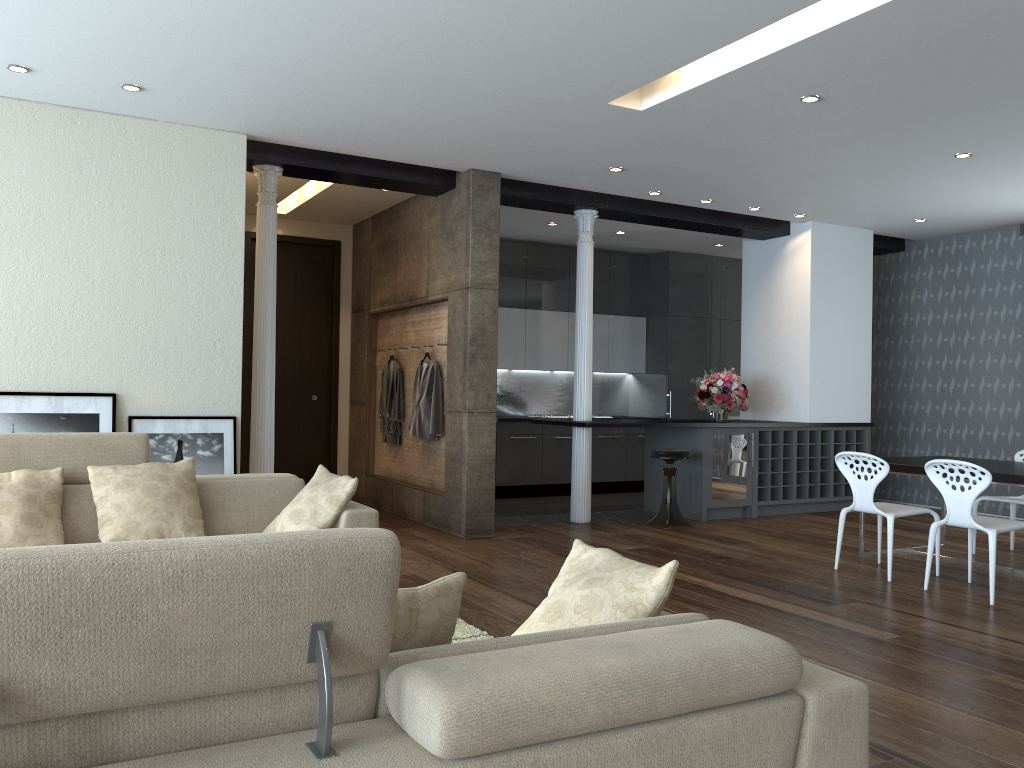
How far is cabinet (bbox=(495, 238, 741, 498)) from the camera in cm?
1019

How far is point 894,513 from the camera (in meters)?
5.86

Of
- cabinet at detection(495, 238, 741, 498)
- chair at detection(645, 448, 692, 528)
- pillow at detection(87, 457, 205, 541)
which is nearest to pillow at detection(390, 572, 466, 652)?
pillow at detection(87, 457, 205, 541)

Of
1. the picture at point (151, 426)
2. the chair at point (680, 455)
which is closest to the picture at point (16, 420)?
the picture at point (151, 426)

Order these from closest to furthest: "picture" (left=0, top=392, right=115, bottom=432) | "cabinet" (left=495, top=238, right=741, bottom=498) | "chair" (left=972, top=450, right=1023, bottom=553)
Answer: "picture" (left=0, top=392, right=115, bottom=432) < "chair" (left=972, top=450, right=1023, bottom=553) < "cabinet" (left=495, top=238, right=741, bottom=498)

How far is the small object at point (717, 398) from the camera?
8.76m

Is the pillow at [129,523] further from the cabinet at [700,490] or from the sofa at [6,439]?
the cabinet at [700,490]

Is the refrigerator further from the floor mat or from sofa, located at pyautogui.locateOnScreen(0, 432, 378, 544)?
sofa, located at pyautogui.locateOnScreen(0, 432, 378, 544)

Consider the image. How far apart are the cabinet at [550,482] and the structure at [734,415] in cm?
52

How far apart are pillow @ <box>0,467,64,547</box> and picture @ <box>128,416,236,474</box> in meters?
1.6 m
